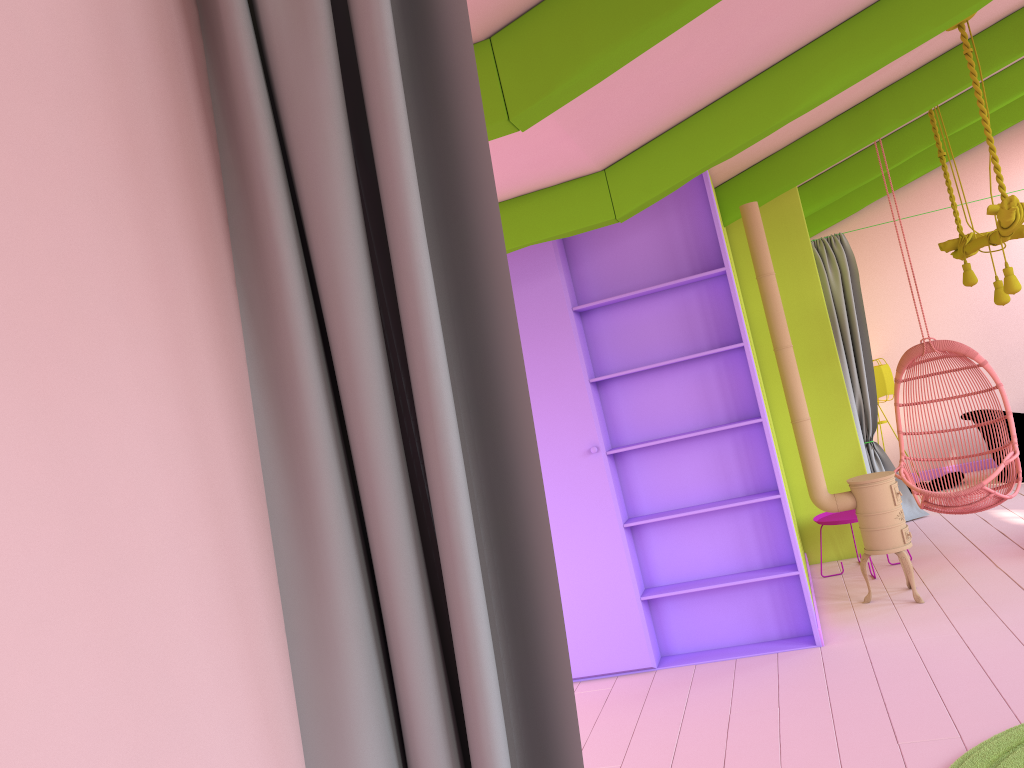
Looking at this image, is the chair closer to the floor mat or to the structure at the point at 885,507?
the structure at the point at 885,507

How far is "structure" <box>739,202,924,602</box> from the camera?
5.8 meters

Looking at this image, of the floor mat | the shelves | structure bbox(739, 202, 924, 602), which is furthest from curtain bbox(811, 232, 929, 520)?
the floor mat

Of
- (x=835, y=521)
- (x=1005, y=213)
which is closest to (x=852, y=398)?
(x=835, y=521)

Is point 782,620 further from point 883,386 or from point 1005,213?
point 883,386

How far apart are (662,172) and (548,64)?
2.0 meters

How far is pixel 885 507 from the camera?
5.8 meters

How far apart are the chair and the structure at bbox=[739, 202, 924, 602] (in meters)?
0.71

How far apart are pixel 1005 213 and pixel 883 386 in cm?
479

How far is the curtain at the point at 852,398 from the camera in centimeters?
844cm
